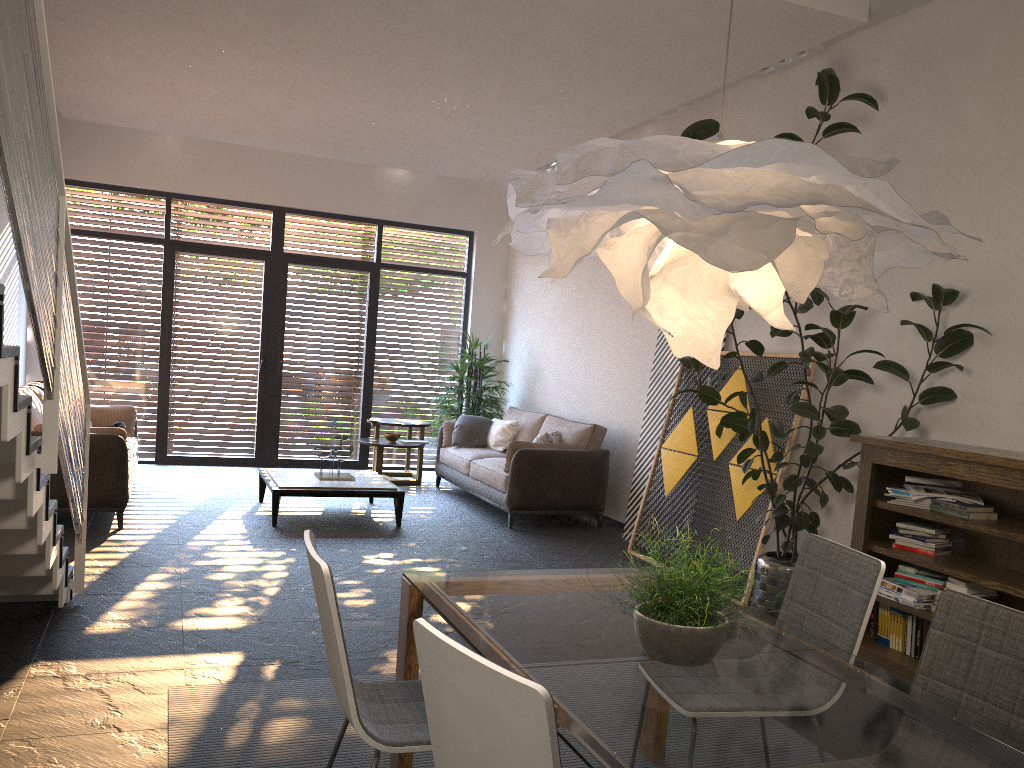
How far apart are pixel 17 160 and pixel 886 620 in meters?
4.3

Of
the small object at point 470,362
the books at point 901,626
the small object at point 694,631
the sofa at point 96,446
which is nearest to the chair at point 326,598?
the small object at point 694,631

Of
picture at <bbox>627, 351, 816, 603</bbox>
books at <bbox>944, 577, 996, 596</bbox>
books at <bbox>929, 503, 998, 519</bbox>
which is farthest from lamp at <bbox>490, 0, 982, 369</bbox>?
picture at <bbox>627, 351, 816, 603</bbox>

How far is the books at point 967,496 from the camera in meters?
4.3

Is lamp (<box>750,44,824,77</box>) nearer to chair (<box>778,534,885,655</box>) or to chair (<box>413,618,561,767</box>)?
chair (<box>778,534,885,655</box>)

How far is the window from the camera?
9.44m

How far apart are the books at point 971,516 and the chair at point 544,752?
3.3 meters

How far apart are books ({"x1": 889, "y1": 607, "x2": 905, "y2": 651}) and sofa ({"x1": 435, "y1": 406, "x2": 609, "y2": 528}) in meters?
3.4

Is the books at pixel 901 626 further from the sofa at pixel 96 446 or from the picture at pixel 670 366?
the sofa at pixel 96 446

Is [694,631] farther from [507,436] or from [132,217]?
[132,217]
